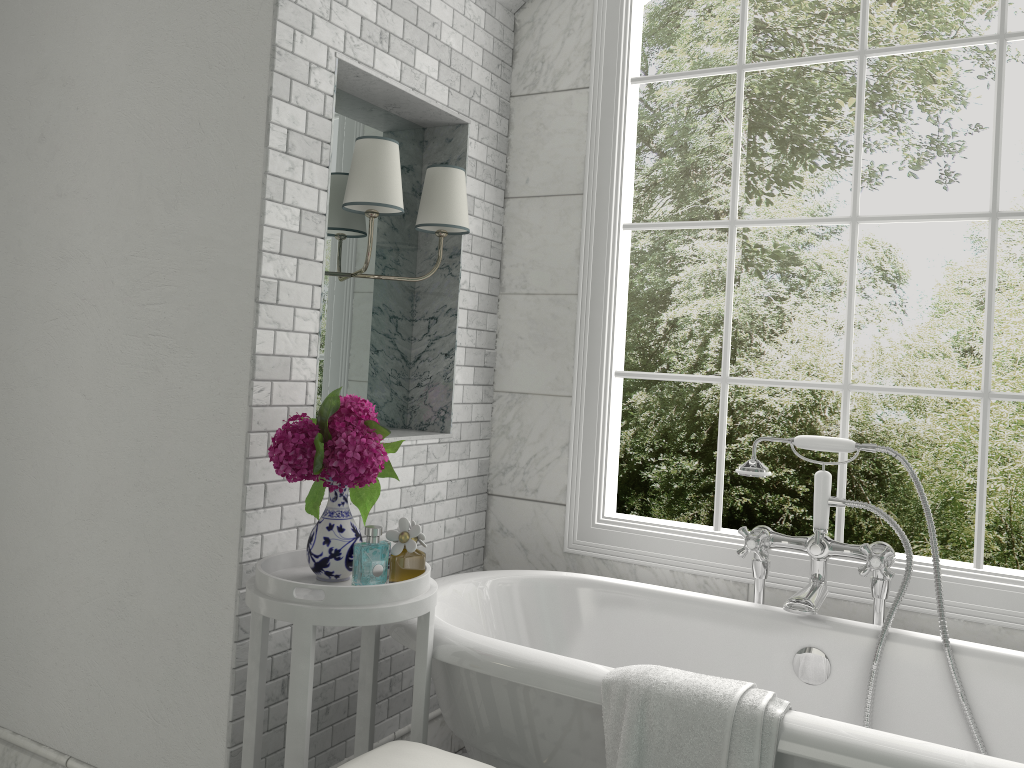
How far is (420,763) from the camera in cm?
181

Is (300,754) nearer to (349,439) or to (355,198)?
(349,439)

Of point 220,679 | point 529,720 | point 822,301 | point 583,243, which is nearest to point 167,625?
point 220,679

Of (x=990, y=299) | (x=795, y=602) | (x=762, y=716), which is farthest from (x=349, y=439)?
(x=990, y=299)

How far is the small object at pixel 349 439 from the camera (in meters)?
2.07

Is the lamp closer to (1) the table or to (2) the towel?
(1) the table

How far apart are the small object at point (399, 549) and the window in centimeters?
109cm

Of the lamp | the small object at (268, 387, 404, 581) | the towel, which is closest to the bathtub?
the towel

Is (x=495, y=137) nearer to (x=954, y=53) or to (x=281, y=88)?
(x=281, y=88)

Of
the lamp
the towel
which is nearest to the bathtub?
the towel
